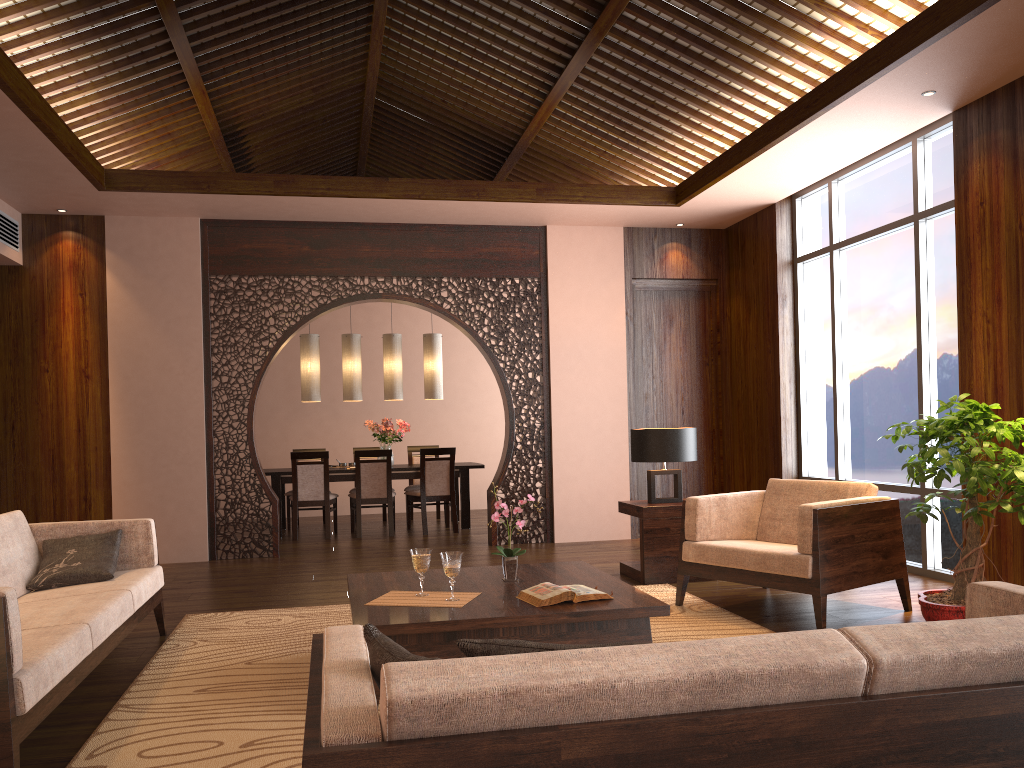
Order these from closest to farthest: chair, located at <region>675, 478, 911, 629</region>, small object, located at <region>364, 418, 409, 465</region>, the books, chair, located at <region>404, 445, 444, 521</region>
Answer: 1. the books
2. chair, located at <region>675, 478, 911, 629</region>
3. small object, located at <region>364, 418, 409, 465</region>
4. chair, located at <region>404, 445, 444, 521</region>

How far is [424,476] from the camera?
8.7m

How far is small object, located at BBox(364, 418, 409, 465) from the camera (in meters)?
9.24

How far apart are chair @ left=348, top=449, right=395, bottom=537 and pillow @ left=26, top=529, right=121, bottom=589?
4.23m

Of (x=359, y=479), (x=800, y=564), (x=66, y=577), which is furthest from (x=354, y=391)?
(x=800, y=564)

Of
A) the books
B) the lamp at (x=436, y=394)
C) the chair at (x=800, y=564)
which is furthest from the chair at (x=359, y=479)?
the books

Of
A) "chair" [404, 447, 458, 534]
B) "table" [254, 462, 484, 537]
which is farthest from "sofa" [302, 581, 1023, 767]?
"table" [254, 462, 484, 537]

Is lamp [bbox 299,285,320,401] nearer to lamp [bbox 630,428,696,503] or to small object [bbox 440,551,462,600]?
lamp [bbox 630,428,696,503]

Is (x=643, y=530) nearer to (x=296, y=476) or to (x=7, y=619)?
(x=7, y=619)

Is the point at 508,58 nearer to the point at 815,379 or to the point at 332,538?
the point at 815,379
